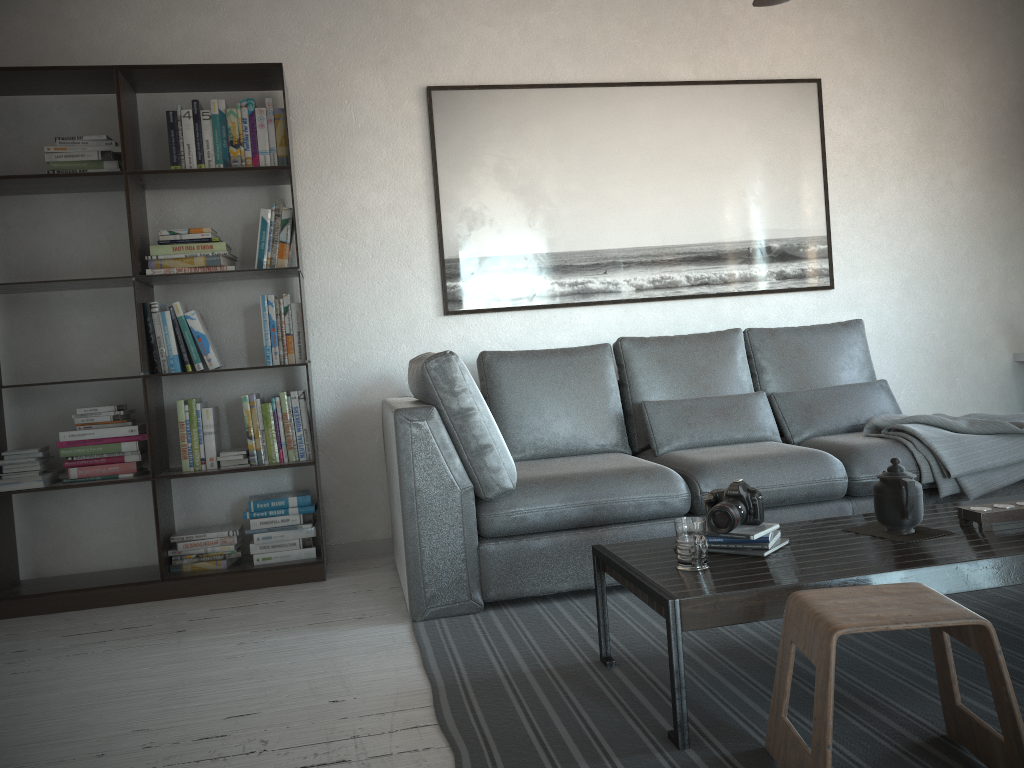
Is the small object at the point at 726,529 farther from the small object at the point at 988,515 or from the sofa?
the sofa

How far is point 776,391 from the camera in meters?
3.9

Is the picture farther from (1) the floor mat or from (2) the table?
(2) the table

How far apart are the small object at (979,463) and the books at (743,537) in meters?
1.2

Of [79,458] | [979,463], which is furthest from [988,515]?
[79,458]

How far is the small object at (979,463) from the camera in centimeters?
320cm

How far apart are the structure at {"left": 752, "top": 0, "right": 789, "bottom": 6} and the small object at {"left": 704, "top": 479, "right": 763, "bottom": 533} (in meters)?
1.49

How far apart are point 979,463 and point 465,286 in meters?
2.2 m

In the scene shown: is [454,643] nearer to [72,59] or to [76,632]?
[76,632]

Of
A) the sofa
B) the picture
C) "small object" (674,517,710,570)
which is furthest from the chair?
the picture
